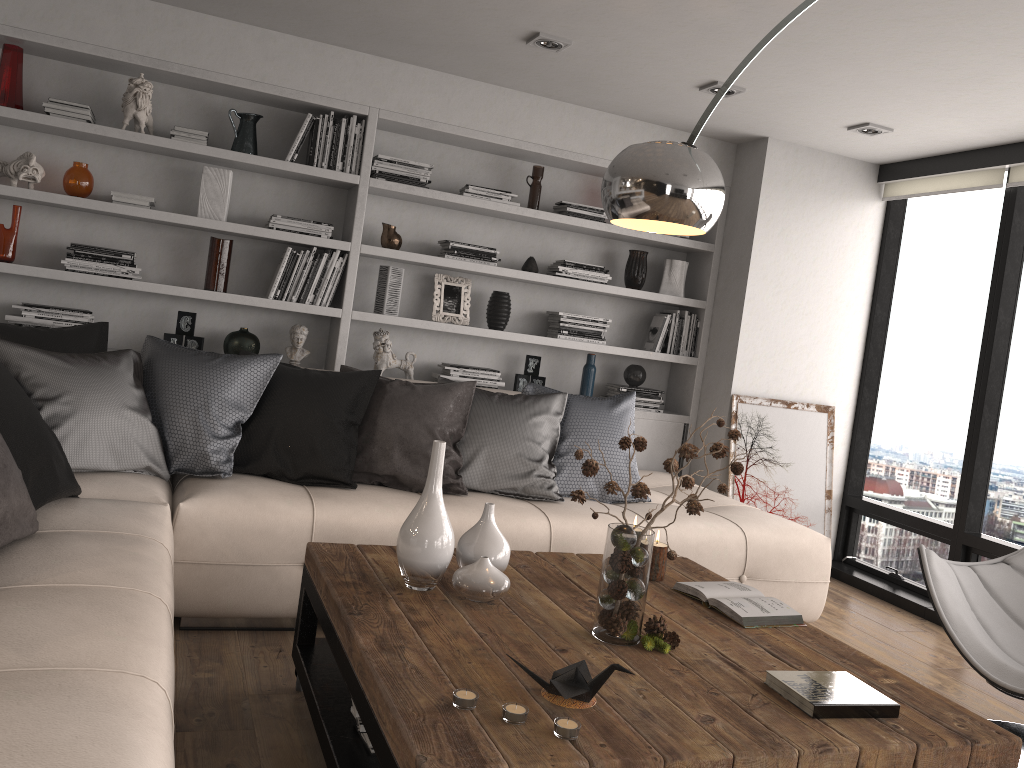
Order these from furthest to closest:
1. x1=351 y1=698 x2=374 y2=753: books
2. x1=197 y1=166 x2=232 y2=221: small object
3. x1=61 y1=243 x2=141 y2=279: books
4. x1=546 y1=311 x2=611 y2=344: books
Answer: x1=546 y1=311 x2=611 y2=344: books → x1=197 y1=166 x2=232 y2=221: small object → x1=61 y1=243 x2=141 y2=279: books → x1=351 y1=698 x2=374 y2=753: books

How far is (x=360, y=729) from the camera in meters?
2.1 m

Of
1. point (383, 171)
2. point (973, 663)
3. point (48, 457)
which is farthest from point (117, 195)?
point (973, 663)

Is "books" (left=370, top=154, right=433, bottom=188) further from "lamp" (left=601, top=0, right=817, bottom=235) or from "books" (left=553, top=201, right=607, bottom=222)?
"lamp" (left=601, top=0, right=817, bottom=235)

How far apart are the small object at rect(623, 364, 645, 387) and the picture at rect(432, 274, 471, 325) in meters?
1.0 m

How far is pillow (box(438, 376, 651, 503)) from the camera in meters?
3.7 m

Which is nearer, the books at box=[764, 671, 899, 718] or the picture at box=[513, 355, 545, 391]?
the books at box=[764, 671, 899, 718]

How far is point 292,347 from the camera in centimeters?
453cm

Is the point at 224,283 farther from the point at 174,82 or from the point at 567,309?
the point at 567,309

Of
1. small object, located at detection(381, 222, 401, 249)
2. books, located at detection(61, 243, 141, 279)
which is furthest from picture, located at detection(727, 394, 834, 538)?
books, located at detection(61, 243, 141, 279)
